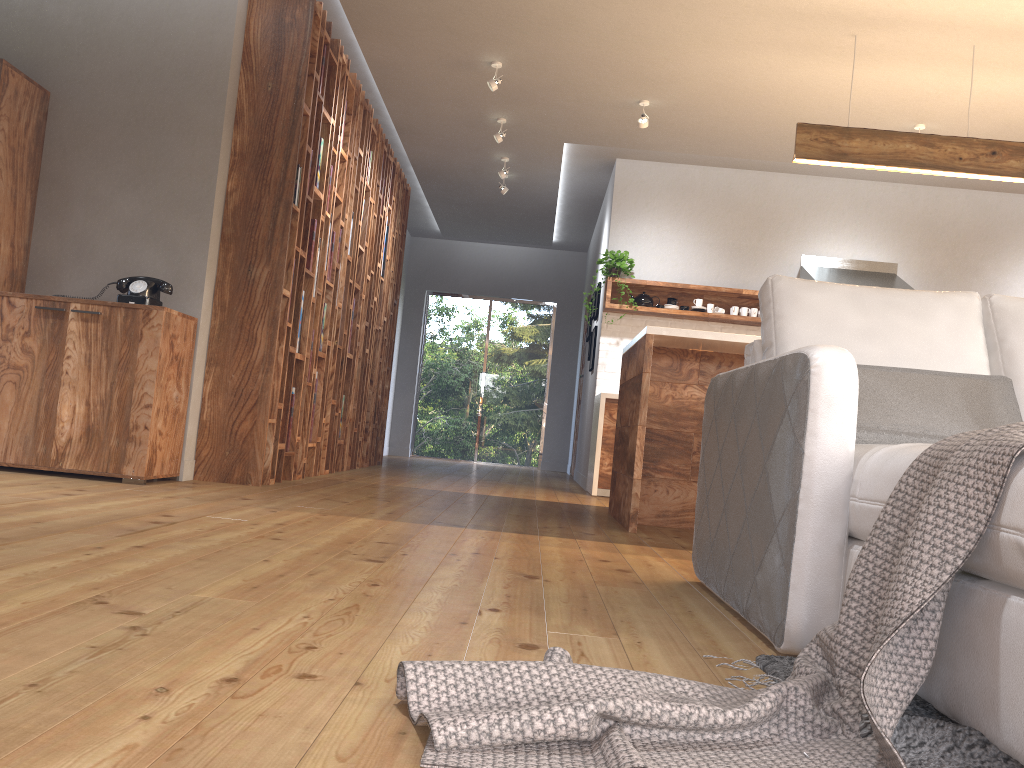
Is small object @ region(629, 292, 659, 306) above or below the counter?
above

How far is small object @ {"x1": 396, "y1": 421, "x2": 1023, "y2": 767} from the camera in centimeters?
110cm

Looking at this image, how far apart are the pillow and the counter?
4.4m

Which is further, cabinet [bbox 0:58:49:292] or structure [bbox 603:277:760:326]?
structure [bbox 603:277:760:326]

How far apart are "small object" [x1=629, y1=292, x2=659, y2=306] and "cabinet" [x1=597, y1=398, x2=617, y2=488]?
0.9m

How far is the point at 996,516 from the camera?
1.2 meters

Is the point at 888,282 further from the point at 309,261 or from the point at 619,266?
the point at 309,261

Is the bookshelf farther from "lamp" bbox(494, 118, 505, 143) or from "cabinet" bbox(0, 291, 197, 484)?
"lamp" bbox(494, 118, 505, 143)

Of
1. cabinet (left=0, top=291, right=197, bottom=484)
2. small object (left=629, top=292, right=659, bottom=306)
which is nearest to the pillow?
cabinet (left=0, top=291, right=197, bottom=484)

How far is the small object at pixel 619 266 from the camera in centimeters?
711cm
